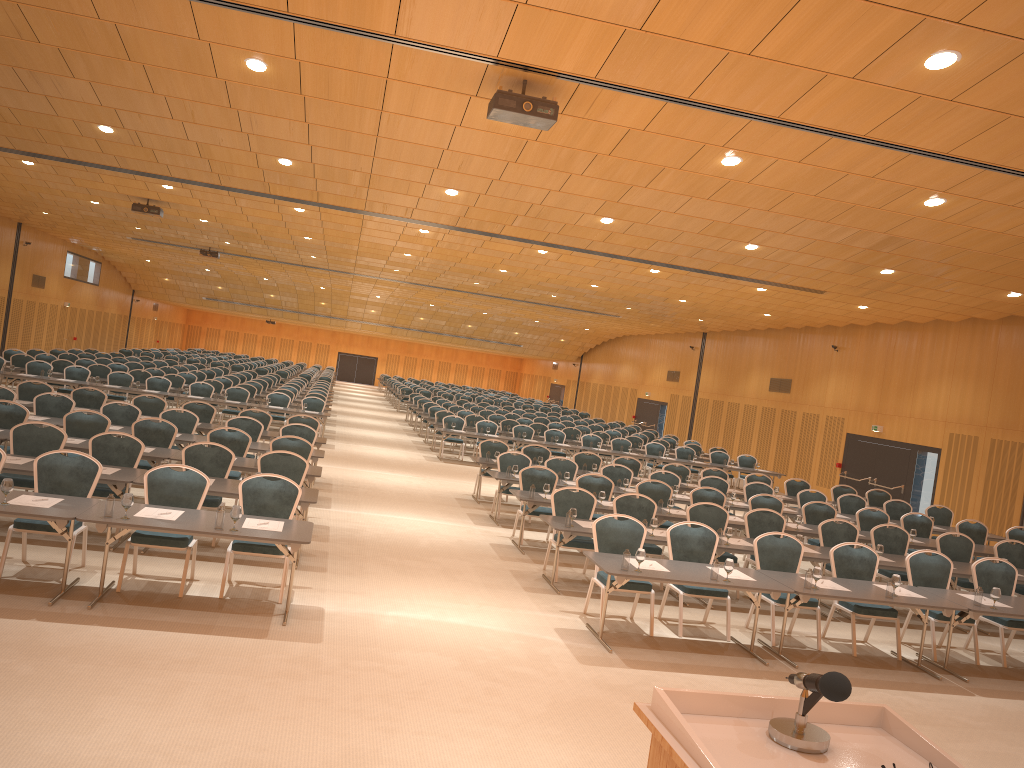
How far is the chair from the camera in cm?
863

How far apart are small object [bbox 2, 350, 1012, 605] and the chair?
0.71m

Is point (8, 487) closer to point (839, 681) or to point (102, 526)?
point (102, 526)

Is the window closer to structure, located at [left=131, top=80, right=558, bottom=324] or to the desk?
the desk

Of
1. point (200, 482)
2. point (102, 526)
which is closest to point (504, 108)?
point (200, 482)

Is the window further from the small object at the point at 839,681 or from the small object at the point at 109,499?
the small object at the point at 839,681

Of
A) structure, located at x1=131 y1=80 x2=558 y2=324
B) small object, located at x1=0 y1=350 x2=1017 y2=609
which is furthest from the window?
structure, located at x1=131 y1=80 x2=558 y2=324

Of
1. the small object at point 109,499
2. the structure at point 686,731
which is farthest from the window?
the structure at point 686,731

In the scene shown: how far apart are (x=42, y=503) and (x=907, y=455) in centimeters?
1944cm

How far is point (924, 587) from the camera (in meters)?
9.67
